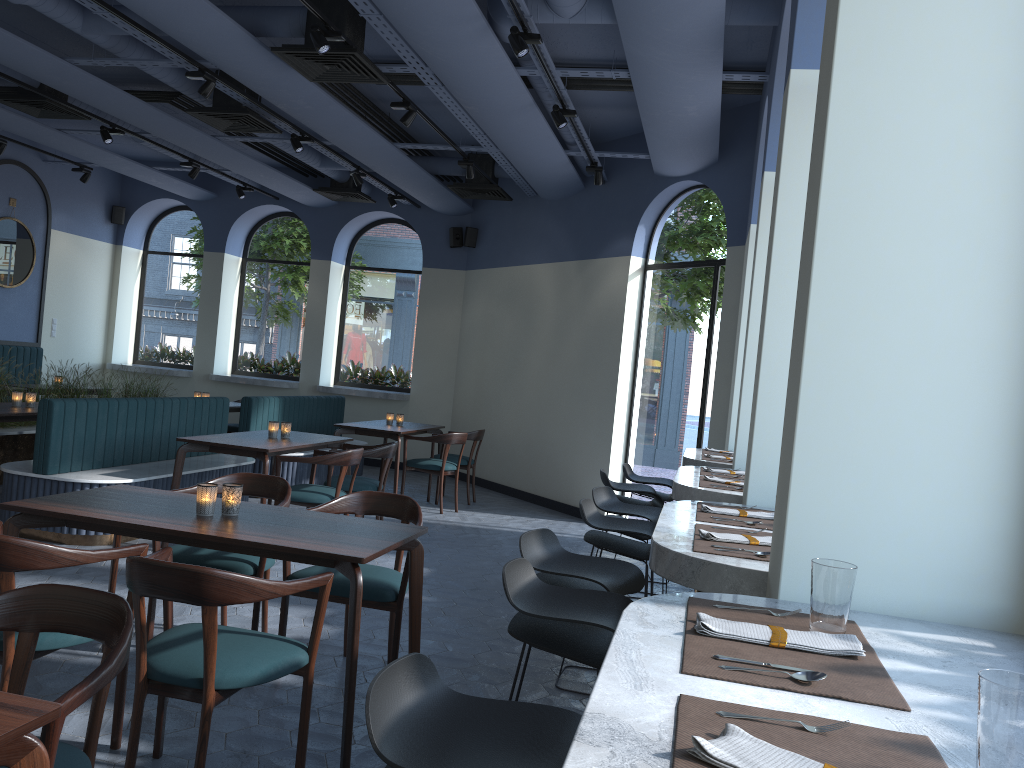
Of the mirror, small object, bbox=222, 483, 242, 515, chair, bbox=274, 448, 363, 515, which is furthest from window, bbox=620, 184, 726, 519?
the mirror

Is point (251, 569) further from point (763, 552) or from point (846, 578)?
point (846, 578)

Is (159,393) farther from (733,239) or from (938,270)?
(938,270)

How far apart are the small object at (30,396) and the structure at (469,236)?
5.56m

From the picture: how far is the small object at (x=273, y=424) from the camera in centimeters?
667cm

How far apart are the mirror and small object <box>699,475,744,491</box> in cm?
975

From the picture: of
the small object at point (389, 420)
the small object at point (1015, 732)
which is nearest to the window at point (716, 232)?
the small object at point (389, 420)

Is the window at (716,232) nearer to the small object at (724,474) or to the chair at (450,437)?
the chair at (450,437)

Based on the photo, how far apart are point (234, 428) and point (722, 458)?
6.6m

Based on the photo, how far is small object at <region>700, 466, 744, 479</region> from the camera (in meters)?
4.57
